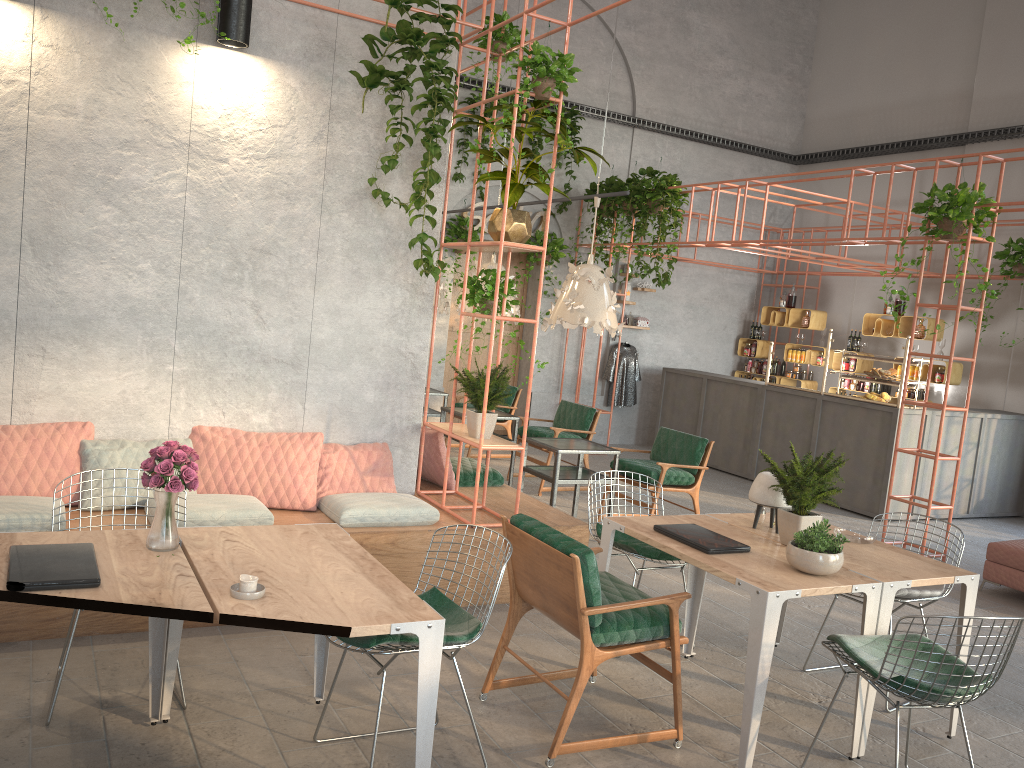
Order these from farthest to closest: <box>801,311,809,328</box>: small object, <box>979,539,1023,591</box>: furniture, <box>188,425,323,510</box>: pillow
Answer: <box>801,311,809,328</box>: small object, <box>979,539,1023,591</box>: furniture, <box>188,425,323,510</box>: pillow

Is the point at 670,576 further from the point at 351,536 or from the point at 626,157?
the point at 626,157

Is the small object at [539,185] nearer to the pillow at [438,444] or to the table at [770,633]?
the pillow at [438,444]

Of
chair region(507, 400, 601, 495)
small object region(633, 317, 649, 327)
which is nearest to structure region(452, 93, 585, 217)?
small object region(633, 317, 649, 327)

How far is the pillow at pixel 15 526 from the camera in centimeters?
437cm

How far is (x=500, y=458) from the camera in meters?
11.0

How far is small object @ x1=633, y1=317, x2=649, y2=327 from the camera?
13.1m

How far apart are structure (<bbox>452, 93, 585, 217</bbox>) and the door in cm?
125

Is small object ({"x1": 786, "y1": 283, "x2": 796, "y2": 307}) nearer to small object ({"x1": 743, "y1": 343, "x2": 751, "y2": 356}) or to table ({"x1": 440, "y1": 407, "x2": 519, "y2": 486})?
small object ({"x1": 743, "y1": 343, "x2": 751, "y2": 356})

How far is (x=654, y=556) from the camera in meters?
4.9 m
